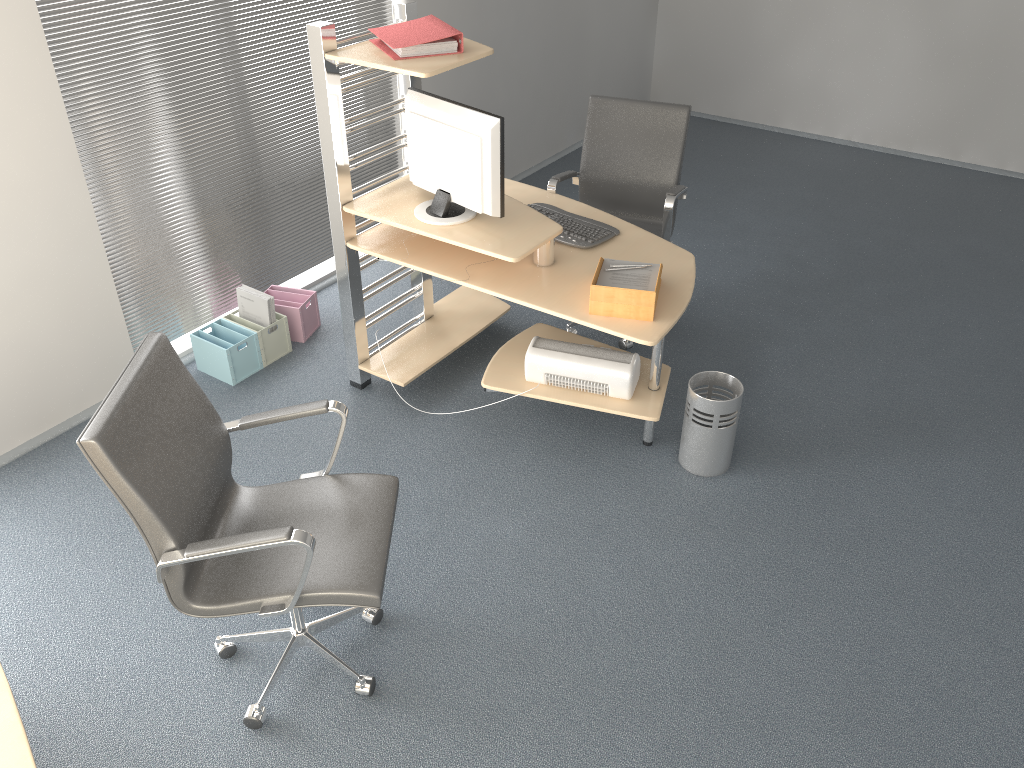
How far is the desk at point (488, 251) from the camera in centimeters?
318cm

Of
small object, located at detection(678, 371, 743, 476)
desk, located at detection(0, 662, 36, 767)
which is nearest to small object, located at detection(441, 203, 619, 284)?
small object, located at detection(678, 371, 743, 476)

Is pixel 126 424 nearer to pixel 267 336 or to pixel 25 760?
pixel 25 760

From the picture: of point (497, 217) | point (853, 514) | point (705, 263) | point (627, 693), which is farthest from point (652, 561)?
point (705, 263)

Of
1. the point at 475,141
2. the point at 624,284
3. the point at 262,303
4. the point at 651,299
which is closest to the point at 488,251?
the point at 475,141

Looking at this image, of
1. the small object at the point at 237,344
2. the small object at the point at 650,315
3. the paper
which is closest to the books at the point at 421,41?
the paper

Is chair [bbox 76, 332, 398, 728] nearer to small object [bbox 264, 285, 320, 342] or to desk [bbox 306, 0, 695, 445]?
desk [bbox 306, 0, 695, 445]

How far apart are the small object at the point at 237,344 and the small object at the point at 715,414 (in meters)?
1.98

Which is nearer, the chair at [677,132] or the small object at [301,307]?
the chair at [677,132]

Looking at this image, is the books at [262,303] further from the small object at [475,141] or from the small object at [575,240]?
the small object at [575,240]
